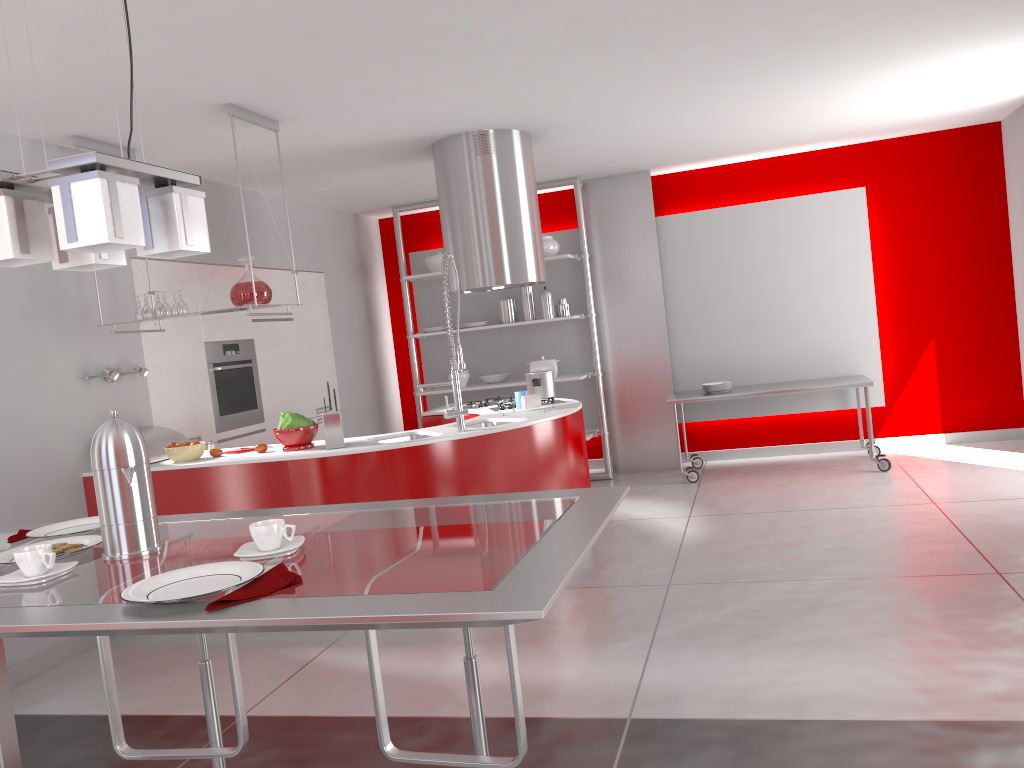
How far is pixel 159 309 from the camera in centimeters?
456cm

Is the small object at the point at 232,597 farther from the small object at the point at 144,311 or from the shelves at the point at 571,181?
the shelves at the point at 571,181

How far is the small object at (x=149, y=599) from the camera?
1.4m

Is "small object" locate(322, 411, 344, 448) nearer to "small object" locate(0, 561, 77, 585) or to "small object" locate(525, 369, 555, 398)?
"small object" locate(525, 369, 555, 398)

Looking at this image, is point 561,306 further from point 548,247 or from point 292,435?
point 292,435

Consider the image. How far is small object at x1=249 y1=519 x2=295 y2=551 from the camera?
1.6m

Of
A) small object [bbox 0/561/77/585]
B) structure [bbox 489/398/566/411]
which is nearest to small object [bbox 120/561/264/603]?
small object [bbox 0/561/77/585]

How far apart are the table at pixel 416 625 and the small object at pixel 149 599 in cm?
1

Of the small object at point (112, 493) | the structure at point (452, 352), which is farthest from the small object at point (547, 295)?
the small object at point (112, 493)

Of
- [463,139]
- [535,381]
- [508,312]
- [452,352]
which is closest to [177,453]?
[452,352]
